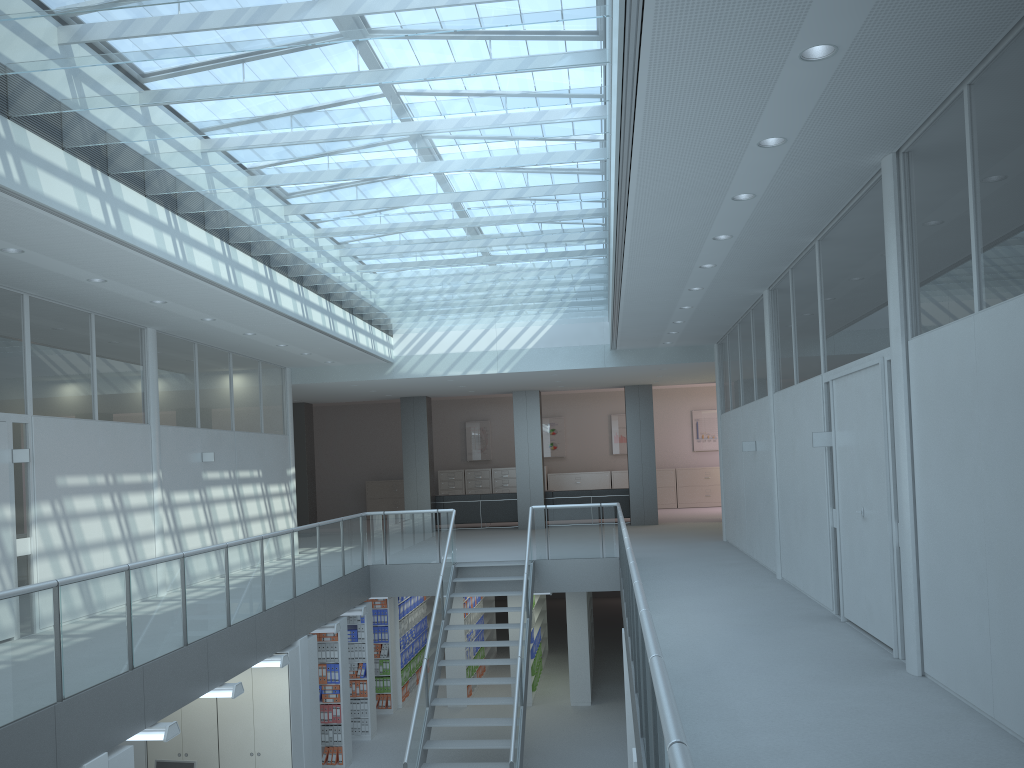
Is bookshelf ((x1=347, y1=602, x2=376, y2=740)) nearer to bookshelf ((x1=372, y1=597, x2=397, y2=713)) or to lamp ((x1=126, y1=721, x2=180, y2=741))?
bookshelf ((x1=372, y1=597, x2=397, y2=713))

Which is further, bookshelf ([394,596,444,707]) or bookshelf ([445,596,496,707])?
bookshelf ([394,596,444,707])

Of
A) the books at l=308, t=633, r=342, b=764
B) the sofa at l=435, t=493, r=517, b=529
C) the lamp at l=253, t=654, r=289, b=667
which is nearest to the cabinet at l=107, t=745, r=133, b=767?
the lamp at l=253, t=654, r=289, b=667

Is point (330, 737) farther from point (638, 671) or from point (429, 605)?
point (638, 671)

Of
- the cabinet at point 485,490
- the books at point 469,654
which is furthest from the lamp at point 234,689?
the cabinet at point 485,490

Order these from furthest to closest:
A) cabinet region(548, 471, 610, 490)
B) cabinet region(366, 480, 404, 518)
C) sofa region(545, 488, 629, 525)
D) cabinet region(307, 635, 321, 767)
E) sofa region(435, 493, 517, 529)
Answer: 1. cabinet region(366, 480, 404, 518)
2. cabinet region(548, 471, 610, 490)
3. sofa region(435, 493, 517, 529)
4. sofa region(545, 488, 629, 525)
5. cabinet region(307, 635, 321, 767)

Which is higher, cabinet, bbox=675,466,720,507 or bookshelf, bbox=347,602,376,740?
cabinet, bbox=675,466,720,507

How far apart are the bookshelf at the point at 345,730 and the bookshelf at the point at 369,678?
1.0 meters

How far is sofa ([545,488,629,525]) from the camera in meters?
18.0 m

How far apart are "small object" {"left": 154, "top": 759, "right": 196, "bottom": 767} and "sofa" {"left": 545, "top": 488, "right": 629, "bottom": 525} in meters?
10.6 m
